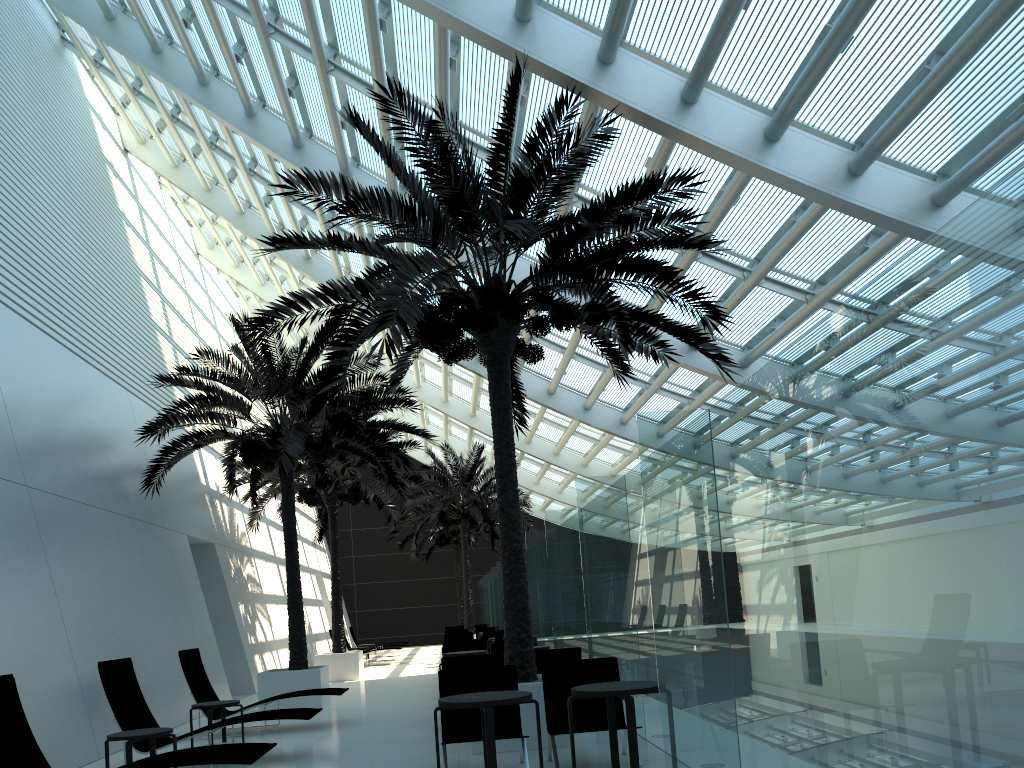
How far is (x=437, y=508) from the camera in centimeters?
2619cm

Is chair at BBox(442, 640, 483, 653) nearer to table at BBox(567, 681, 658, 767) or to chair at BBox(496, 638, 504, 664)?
chair at BBox(496, 638, 504, 664)

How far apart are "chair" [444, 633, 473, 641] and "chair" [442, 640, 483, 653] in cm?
568

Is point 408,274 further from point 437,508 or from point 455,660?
point 437,508

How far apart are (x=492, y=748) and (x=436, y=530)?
29.01m

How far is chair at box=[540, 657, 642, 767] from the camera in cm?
742

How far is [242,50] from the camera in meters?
14.7

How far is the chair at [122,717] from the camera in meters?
8.4

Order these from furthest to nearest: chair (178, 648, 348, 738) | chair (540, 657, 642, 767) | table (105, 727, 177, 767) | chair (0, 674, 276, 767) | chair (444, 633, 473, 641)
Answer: chair (444, 633, 473, 641), chair (178, 648, 348, 738), chair (540, 657, 642, 767), table (105, 727, 177, 767), chair (0, 674, 276, 767)

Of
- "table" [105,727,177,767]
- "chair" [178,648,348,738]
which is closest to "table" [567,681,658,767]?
"table" [105,727,177,767]
